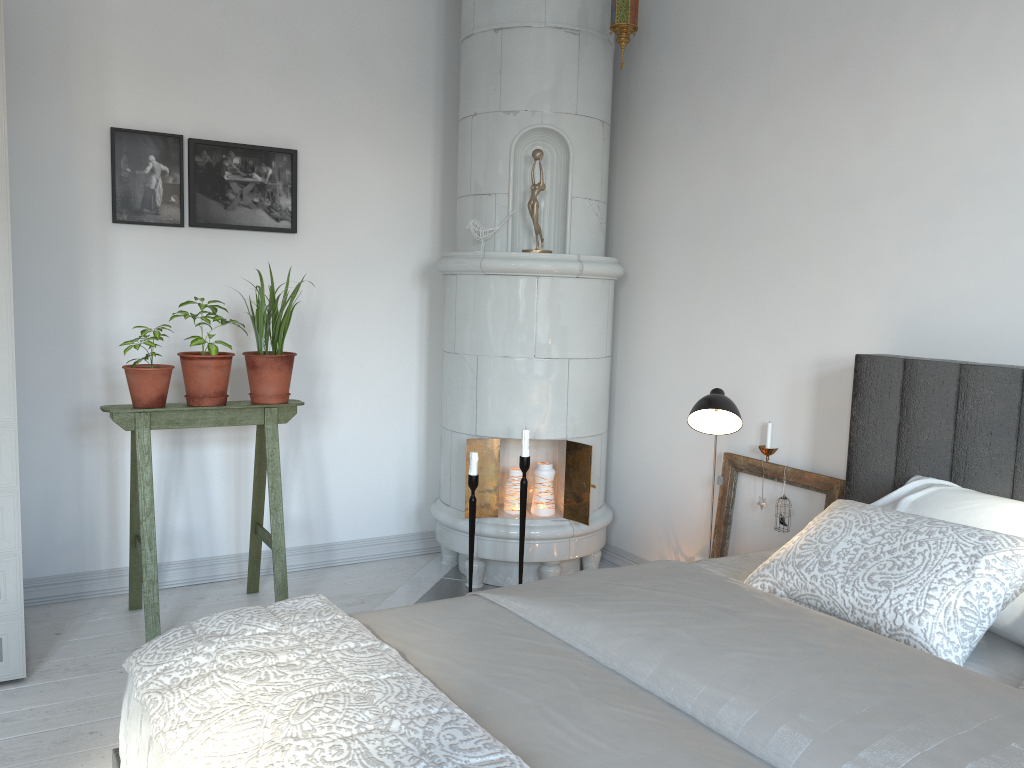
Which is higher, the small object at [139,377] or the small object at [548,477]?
the small object at [139,377]

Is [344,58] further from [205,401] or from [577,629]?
[577,629]

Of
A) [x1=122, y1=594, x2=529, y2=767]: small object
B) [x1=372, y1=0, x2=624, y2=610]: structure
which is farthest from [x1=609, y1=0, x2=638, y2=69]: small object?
[x1=122, y1=594, x2=529, y2=767]: small object

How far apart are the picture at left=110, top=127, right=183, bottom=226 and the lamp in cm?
209

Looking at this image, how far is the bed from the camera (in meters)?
1.24

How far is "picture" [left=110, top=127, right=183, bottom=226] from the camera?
3.3m

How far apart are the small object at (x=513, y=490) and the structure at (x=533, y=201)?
0.0m

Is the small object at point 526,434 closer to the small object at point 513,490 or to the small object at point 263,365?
the small object at point 513,490

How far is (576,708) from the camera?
1.4 meters

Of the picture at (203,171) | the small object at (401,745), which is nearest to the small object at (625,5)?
the picture at (203,171)
